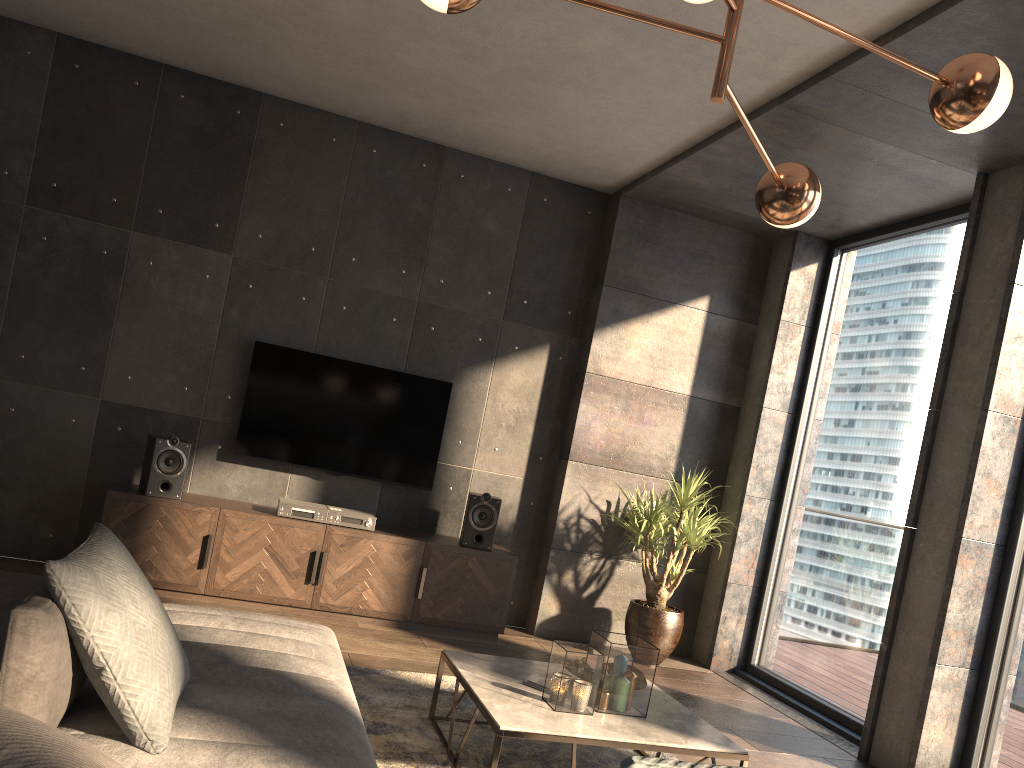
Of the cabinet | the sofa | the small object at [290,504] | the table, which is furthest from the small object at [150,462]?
the table

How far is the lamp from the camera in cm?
203

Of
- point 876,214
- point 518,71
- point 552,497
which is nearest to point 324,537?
point 552,497

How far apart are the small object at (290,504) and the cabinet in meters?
0.1

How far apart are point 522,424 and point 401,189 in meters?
1.8

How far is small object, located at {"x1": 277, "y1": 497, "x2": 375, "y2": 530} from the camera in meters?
5.1 m

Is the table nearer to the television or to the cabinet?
the cabinet

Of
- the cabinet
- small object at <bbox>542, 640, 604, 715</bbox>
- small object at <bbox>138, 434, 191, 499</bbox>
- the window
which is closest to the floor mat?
small object at <bbox>542, 640, 604, 715</bbox>

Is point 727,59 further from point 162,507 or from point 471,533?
point 162,507

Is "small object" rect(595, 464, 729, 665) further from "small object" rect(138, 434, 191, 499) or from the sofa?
"small object" rect(138, 434, 191, 499)
